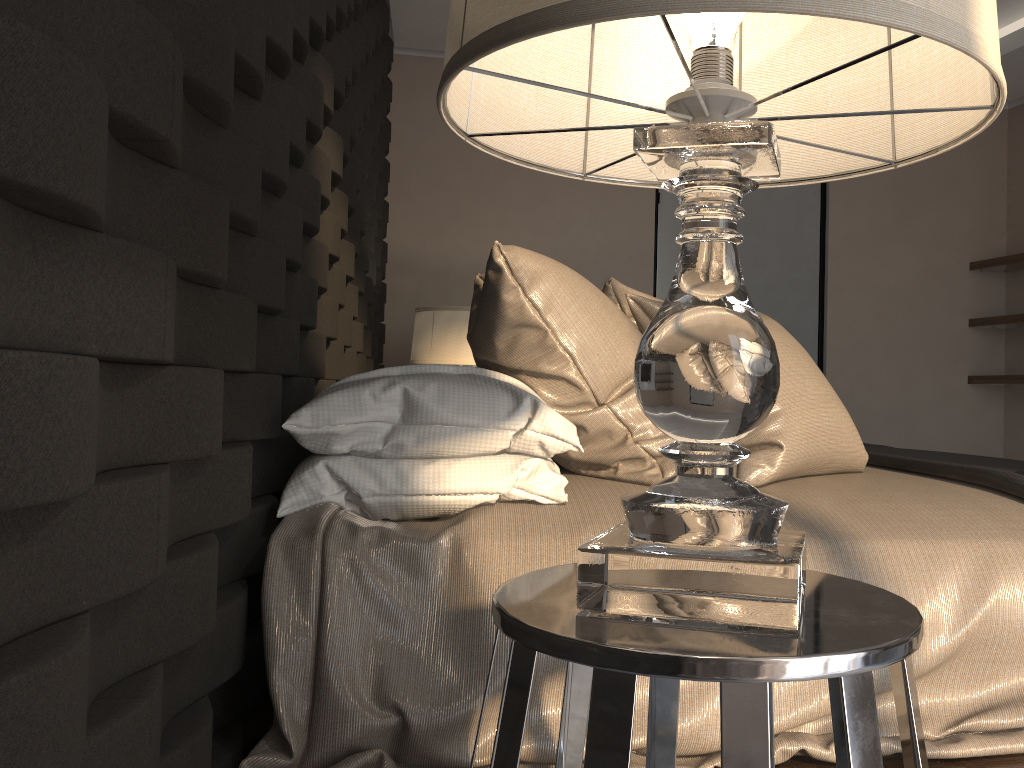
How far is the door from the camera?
4.74m

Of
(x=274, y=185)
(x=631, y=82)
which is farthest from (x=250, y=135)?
(x=631, y=82)

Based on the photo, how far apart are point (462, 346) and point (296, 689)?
2.3 meters

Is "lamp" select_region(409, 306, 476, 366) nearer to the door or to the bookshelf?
the door

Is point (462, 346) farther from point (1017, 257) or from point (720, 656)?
point (1017, 257)

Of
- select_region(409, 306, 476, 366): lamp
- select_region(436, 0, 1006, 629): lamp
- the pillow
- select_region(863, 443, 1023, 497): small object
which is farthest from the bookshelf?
select_region(436, 0, 1006, 629): lamp

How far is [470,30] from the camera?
0.6 meters

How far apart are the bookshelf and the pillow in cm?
322

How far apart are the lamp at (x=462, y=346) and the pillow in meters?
1.1 m

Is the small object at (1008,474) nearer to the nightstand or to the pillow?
the pillow
